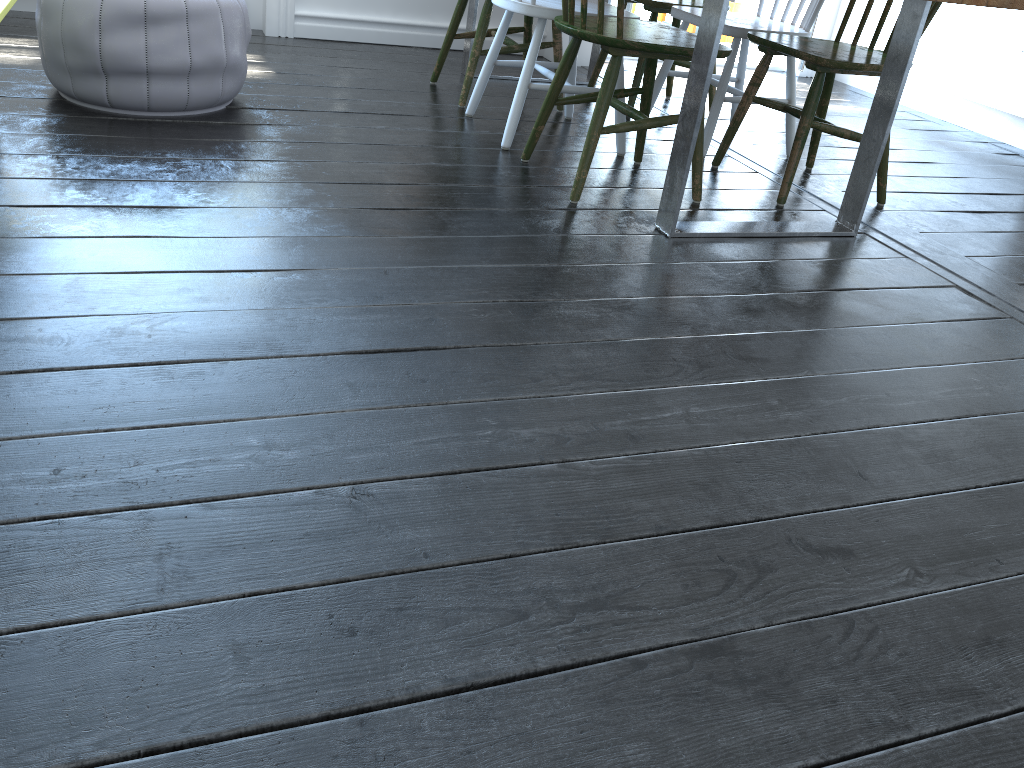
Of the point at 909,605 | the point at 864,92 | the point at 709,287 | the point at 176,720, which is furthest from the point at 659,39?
the point at 864,92

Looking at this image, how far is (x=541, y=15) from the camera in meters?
2.6

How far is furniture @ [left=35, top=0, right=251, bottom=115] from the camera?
2.35m

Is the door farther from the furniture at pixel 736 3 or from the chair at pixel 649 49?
the chair at pixel 649 49

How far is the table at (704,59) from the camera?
2.03m

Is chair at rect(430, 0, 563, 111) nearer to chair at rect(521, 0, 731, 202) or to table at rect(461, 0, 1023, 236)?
table at rect(461, 0, 1023, 236)

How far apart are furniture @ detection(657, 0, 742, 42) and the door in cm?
41

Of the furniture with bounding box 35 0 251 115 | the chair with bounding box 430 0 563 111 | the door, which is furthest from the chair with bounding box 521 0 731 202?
the door

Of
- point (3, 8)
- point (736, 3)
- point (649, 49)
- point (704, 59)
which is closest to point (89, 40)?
point (3, 8)

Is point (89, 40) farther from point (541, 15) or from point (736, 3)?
point (736, 3)
